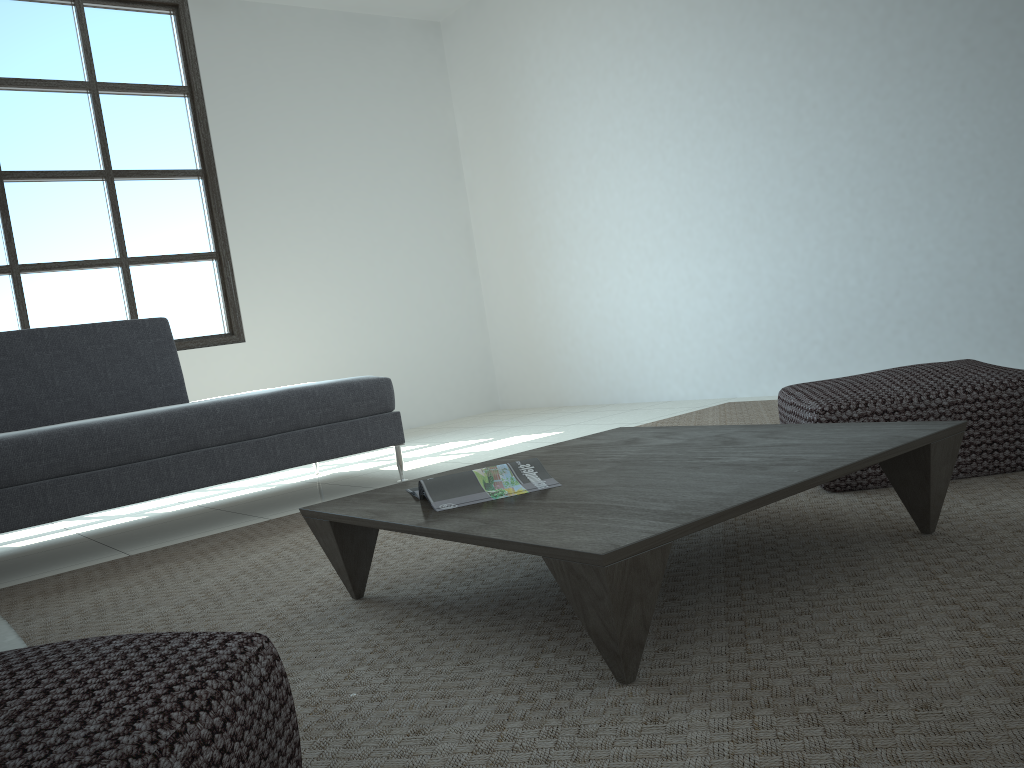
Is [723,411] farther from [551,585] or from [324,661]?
[324,661]

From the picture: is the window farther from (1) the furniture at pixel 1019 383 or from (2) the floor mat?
(1) the furniture at pixel 1019 383

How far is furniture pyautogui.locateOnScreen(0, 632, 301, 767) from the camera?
0.8 meters

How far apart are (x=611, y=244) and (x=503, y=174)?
1.21m

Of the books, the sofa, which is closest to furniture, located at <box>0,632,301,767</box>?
the books

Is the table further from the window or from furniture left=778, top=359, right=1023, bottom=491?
the window

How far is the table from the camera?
1.25m

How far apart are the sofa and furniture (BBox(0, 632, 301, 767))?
2.2m

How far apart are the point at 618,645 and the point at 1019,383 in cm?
151

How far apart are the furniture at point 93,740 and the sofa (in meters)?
2.15
